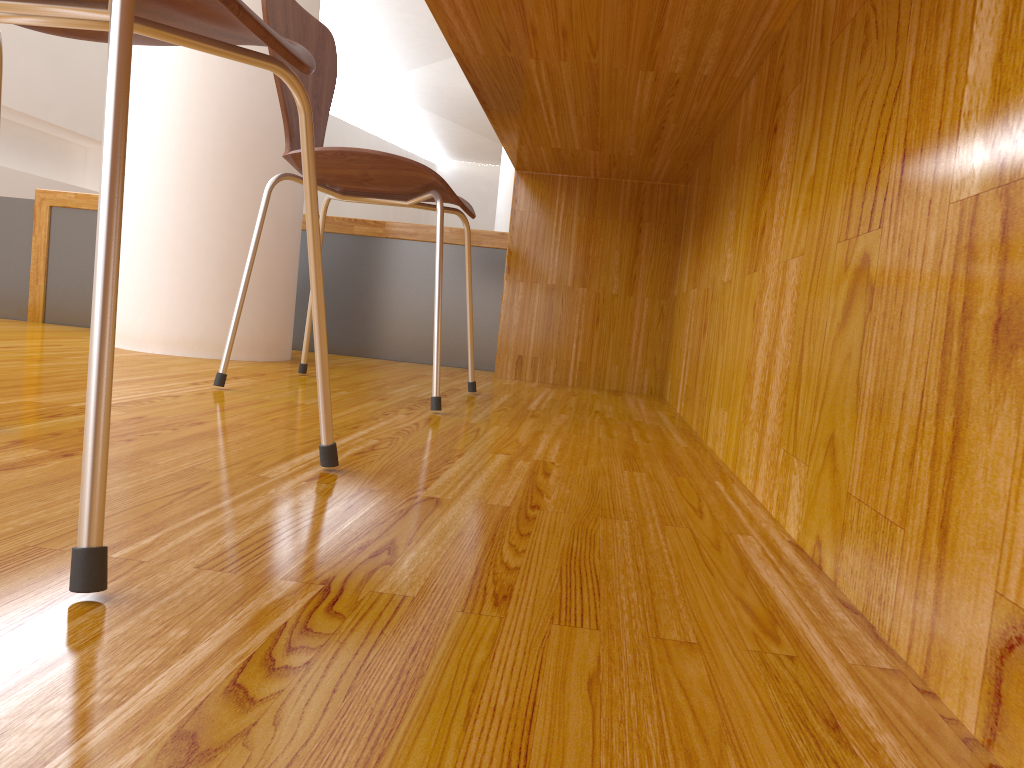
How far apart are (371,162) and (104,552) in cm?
107

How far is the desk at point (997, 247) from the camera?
0.4 meters

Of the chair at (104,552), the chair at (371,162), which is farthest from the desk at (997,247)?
the chair at (104,552)

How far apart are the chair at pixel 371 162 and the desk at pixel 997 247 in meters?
0.2 m

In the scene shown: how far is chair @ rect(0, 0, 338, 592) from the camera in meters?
0.5 m

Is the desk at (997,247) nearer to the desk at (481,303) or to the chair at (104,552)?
the desk at (481,303)

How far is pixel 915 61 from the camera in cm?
58

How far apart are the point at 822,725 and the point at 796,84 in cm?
77

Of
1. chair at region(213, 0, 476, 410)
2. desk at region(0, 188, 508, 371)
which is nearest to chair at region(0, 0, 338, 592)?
chair at region(213, 0, 476, 410)

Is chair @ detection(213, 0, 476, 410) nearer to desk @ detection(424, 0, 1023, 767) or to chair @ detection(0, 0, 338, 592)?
desk @ detection(424, 0, 1023, 767)
